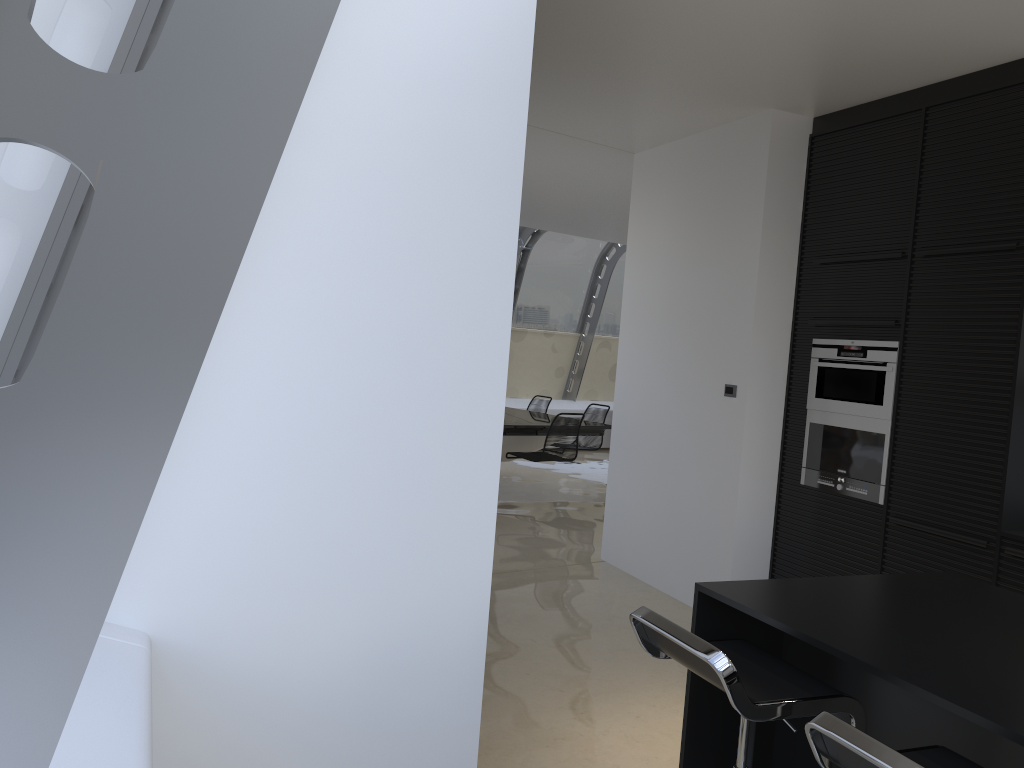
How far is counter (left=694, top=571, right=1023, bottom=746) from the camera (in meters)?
1.81

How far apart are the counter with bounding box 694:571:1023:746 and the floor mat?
7.4 meters

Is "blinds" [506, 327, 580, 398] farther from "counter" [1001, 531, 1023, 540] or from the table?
"counter" [1001, 531, 1023, 540]

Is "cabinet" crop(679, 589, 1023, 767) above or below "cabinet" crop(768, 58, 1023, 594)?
below

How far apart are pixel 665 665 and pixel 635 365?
2.35m

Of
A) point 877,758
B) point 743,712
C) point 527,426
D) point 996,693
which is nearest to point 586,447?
point 527,426

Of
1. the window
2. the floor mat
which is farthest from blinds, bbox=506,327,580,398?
the floor mat

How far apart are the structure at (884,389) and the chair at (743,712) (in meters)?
2.41

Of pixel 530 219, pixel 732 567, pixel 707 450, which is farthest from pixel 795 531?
pixel 530 219

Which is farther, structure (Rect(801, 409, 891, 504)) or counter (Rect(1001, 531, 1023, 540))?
structure (Rect(801, 409, 891, 504))
